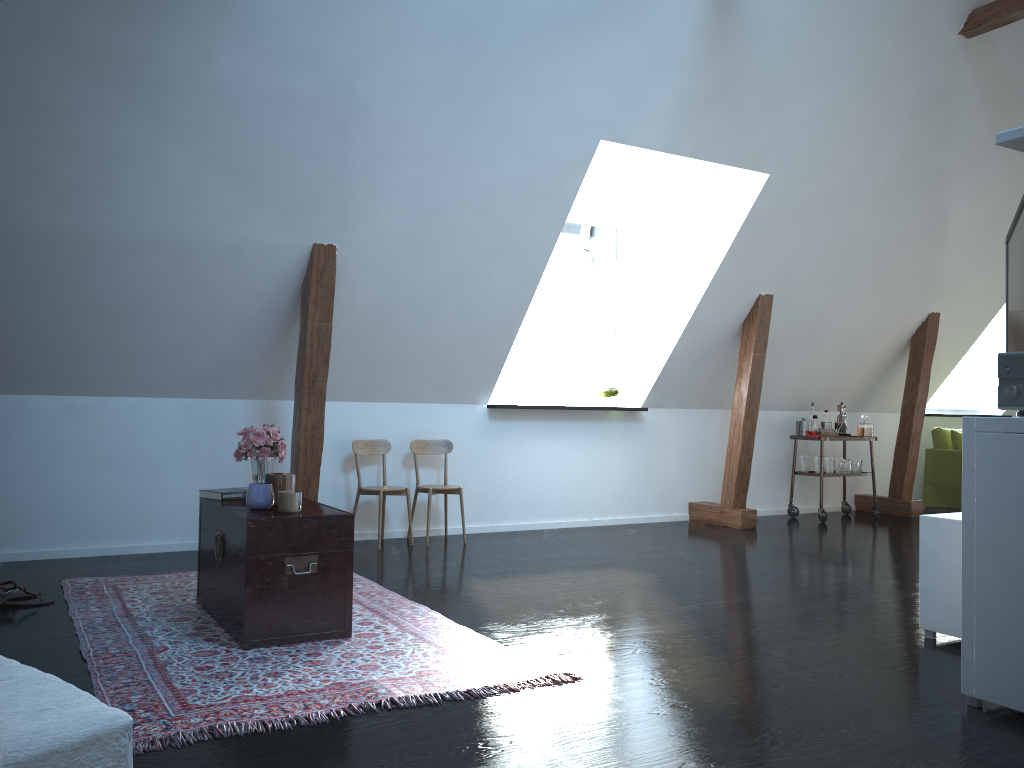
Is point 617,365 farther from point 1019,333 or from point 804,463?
point 1019,333

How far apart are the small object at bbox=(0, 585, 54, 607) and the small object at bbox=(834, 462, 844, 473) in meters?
6.3

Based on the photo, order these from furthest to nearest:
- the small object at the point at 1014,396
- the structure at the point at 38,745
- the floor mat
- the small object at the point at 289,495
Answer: the small object at the point at 289,495 < the small object at the point at 1014,396 < the floor mat < the structure at the point at 38,745

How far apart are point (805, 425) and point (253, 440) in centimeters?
542cm

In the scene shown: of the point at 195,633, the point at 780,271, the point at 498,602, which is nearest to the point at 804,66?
the point at 780,271

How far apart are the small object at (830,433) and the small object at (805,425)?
0.2 meters

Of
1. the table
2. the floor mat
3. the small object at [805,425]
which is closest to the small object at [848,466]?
→ the small object at [805,425]

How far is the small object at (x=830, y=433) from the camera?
7.7m

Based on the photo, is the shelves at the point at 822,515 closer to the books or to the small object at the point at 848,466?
the small object at the point at 848,466

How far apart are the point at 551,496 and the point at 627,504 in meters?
0.7 m
